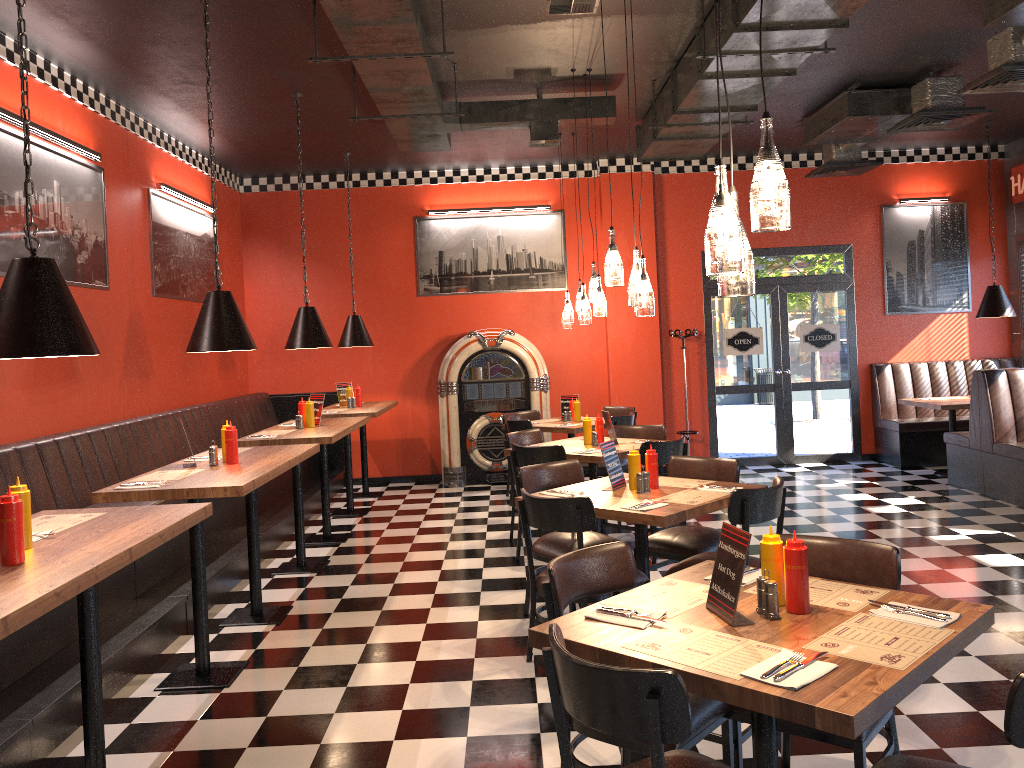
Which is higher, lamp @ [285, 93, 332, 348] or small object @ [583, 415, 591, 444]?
lamp @ [285, 93, 332, 348]

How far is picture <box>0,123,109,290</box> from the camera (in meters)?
5.45

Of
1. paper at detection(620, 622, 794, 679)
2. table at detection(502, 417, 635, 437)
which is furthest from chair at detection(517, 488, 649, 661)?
table at detection(502, 417, 635, 437)

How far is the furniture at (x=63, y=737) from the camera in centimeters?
380cm

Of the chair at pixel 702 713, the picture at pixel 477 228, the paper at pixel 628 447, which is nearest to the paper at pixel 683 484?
the paper at pixel 628 447

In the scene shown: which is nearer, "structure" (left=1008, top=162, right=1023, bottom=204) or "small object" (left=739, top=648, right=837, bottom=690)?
"small object" (left=739, top=648, right=837, bottom=690)

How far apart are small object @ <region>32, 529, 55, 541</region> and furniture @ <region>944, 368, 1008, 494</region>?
7.8m

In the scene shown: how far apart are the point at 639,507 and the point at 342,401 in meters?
5.6

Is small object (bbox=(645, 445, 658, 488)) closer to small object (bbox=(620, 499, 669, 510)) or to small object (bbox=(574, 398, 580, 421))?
small object (bbox=(620, 499, 669, 510))

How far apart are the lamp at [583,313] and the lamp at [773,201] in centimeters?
425cm
